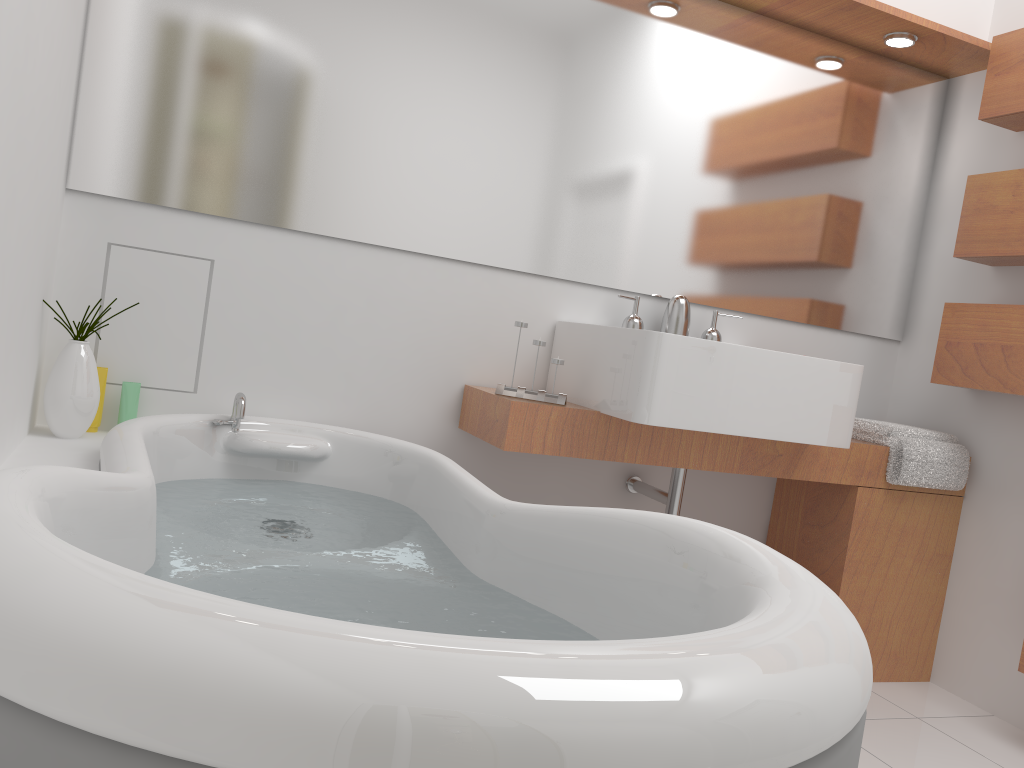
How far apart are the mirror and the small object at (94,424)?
0.4 meters

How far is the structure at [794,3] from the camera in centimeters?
255cm

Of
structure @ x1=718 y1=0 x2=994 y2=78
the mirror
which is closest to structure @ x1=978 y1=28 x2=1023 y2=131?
structure @ x1=718 y1=0 x2=994 y2=78

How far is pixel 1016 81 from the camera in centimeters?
253cm

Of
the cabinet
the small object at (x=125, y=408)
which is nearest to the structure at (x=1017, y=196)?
the cabinet

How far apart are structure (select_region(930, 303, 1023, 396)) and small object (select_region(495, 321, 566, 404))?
1.20m

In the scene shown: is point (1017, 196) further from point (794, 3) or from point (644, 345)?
point (644, 345)

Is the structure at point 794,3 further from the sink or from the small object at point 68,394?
the small object at point 68,394

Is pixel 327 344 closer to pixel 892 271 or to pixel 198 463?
pixel 198 463

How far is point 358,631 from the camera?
0.6m
